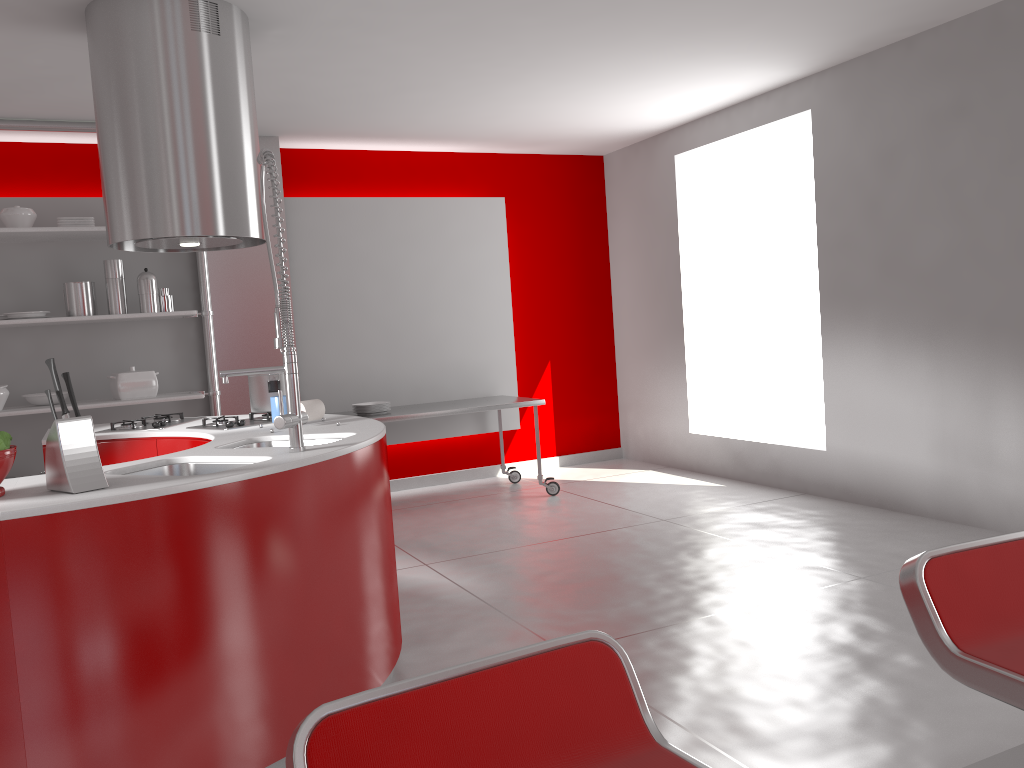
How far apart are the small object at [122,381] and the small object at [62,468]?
3.3m

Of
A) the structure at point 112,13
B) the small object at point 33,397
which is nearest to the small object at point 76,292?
the small object at point 33,397

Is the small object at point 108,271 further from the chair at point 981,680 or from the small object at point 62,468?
the chair at point 981,680

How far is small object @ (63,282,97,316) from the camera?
5.2m

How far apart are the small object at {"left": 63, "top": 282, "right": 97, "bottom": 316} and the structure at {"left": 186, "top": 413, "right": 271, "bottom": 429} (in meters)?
2.07

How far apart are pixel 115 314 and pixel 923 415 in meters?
4.6

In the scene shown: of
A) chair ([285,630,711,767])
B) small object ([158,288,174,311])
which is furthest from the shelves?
chair ([285,630,711,767])

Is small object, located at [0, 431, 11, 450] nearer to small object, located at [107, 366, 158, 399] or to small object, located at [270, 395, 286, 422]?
small object, located at [270, 395, 286, 422]

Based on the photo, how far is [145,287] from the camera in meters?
5.3

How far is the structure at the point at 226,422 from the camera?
3.5m
